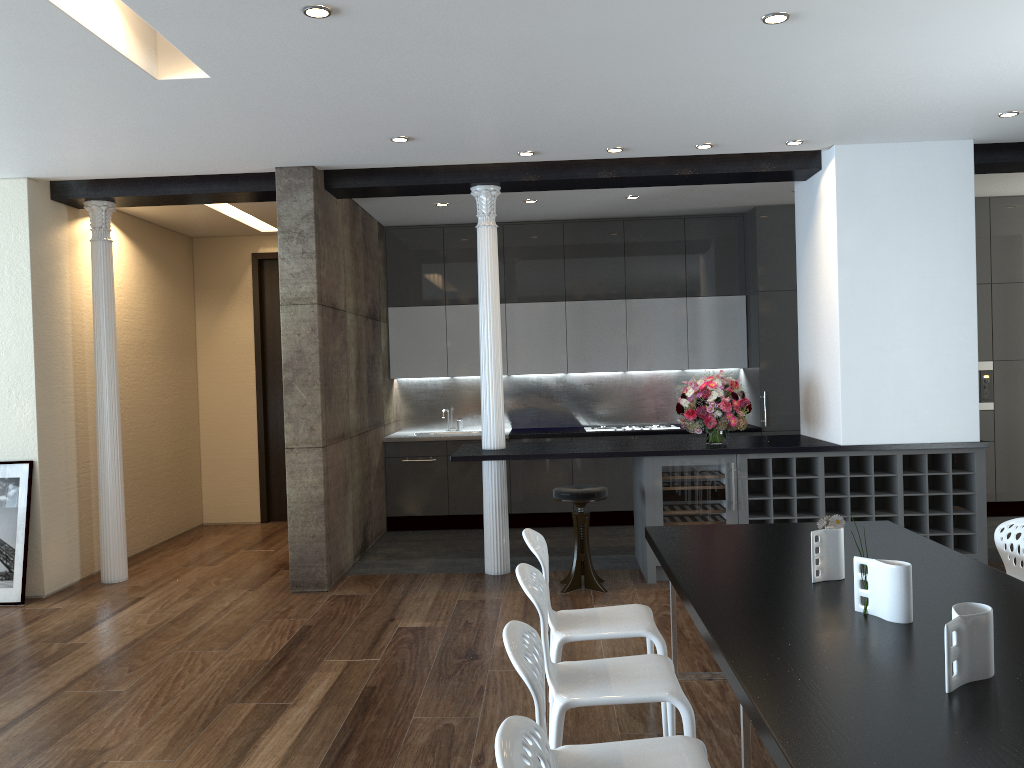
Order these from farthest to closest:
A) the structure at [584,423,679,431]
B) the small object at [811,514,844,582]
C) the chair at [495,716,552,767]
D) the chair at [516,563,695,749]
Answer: the structure at [584,423,679,431], the small object at [811,514,844,582], the chair at [516,563,695,749], the chair at [495,716,552,767]

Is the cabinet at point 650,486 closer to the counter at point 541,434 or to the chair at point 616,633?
the counter at point 541,434

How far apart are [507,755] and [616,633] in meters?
2.1

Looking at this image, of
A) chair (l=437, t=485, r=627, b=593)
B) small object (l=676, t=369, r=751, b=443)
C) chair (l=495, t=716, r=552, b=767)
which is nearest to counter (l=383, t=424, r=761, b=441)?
small object (l=676, t=369, r=751, b=443)

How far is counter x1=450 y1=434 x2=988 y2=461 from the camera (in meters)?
6.14

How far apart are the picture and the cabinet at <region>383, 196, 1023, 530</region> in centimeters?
314cm

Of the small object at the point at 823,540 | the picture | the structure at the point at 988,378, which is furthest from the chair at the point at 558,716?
the structure at the point at 988,378

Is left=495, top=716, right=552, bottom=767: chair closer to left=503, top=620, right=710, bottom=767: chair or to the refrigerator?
left=503, top=620, right=710, bottom=767: chair

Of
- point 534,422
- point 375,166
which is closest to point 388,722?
point 375,166

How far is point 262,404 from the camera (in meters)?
9.20
